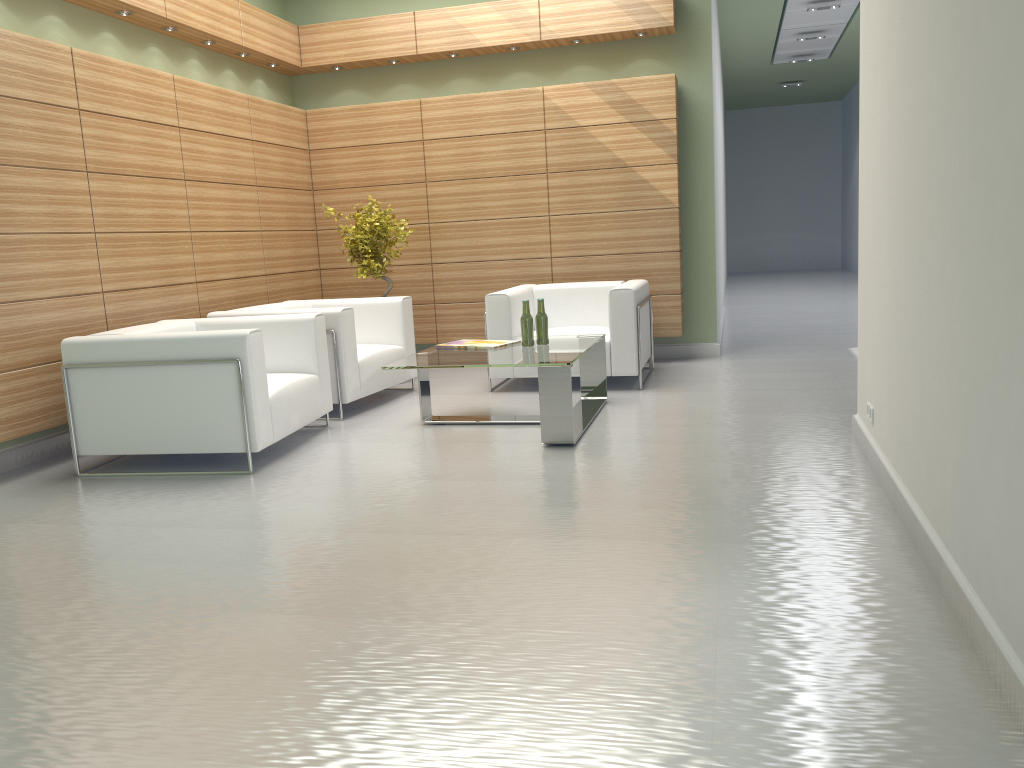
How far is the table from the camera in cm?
783

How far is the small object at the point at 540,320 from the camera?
9.07m

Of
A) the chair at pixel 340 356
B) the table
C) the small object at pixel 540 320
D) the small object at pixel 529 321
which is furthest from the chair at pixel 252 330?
the small object at pixel 540 320

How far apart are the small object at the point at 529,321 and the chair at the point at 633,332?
1.66m

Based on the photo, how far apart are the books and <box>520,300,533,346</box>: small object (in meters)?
0.30

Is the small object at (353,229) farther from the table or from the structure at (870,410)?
the structure at (870,410)

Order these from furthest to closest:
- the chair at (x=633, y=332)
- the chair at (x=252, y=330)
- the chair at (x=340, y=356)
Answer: the chair at (x=633, y=332)
the chair at (x=340, y=356)
the chair at (x=252, y=330)

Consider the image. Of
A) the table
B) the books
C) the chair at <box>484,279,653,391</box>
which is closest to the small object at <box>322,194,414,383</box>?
the chair at <box>484,279,653,391</box>

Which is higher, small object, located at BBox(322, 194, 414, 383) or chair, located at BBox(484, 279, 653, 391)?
small object, located at BBox(322, 194, 414, 383)

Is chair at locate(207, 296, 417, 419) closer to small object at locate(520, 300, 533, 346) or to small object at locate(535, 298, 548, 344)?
small object at locate(520, 300, 533, 346)
